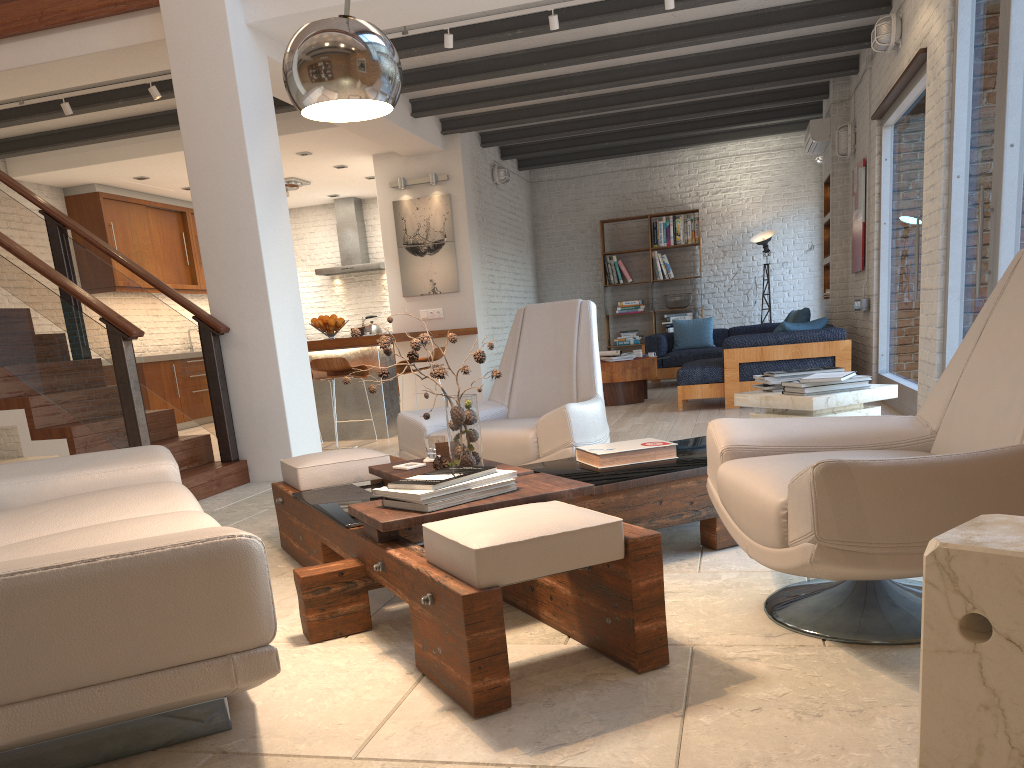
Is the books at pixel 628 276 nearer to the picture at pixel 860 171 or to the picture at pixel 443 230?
the picture at pixel 443 230

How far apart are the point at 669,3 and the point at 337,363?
3.8 meters

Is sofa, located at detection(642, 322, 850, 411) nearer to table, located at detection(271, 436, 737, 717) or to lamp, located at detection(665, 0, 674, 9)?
lamp, located at detection(665, 0, 674, 9)

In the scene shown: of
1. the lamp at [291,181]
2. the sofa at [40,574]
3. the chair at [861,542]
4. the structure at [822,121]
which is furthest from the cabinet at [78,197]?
the chair at [861,542]

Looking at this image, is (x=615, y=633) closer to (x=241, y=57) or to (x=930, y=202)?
(x=930, y=202)

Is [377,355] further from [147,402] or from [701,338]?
[701,338]

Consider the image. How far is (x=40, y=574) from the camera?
1.62m

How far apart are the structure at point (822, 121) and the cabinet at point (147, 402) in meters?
8.1

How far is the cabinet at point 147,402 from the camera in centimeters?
1027cm

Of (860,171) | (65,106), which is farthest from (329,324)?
(860,171)
